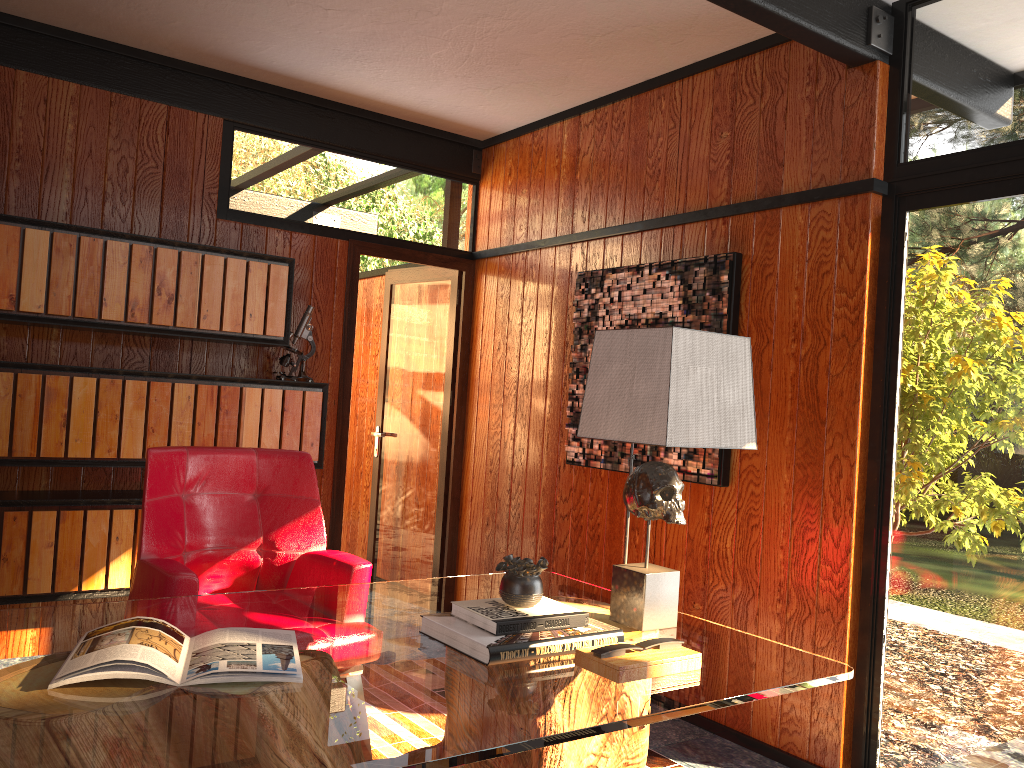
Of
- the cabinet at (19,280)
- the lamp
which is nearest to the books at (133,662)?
the lamp

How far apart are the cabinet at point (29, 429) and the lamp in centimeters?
202cm

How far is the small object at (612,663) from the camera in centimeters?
175cm

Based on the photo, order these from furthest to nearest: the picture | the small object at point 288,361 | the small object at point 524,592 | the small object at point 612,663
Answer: the small object at point 288,361 < the picture < the small object at point 524,592 < the small object at point 612,663

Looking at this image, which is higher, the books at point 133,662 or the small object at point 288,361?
the small object at point 288,361

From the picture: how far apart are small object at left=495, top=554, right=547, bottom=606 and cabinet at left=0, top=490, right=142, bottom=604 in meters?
2.1

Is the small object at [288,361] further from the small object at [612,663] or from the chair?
the small object at [612,663]

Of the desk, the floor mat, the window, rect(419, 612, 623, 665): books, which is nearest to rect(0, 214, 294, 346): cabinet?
the desk

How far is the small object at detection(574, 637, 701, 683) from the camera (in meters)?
1.75

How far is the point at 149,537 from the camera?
2.7 meters
